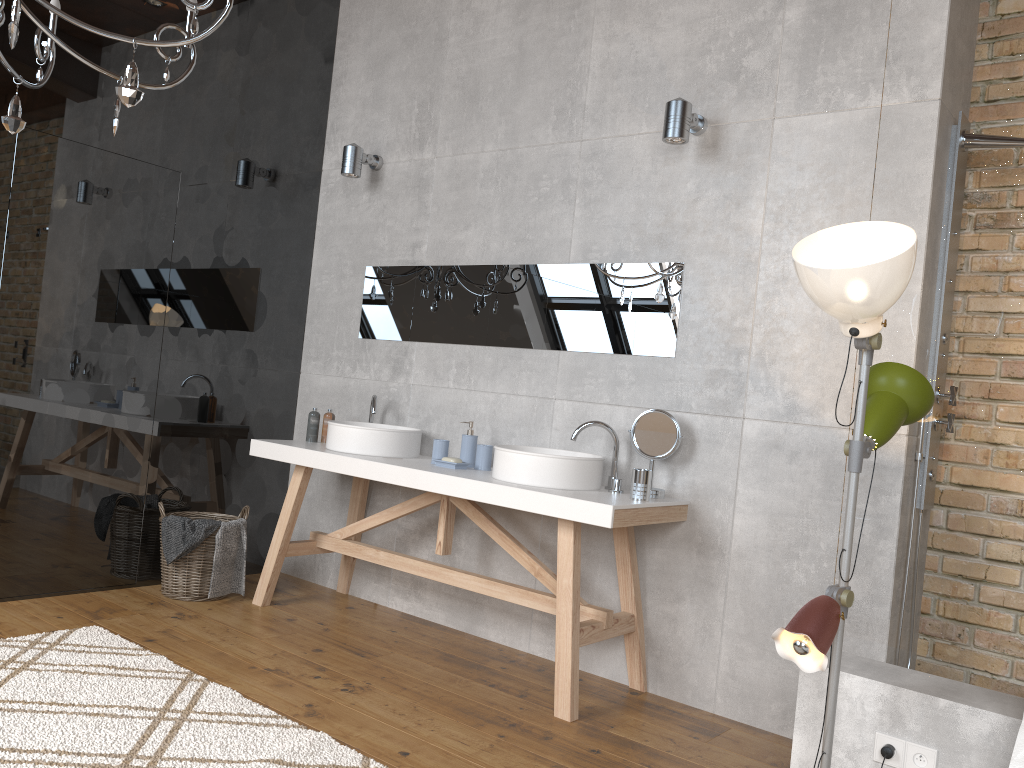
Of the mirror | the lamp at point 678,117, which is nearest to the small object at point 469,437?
the mirror

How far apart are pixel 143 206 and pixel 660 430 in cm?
260

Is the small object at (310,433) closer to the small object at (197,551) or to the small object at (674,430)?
the small object at (197,551)

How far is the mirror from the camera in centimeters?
358cm

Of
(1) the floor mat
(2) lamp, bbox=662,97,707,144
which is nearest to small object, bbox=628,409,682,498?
(2) lamp, bbox=662,97,707,144

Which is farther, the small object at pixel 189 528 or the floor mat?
the small object at pixel 189 528

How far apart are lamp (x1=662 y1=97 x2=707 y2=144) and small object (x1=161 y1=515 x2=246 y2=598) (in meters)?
2.58

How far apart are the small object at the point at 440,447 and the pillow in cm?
249

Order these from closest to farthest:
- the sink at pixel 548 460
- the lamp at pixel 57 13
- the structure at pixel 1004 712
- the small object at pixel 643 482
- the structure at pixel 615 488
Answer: the structure at pixel 1004 712
the lamp at pixel 57 13
the small object at pixel 643 482
the sink at pixel 548 460
the structure at pixel 615 488

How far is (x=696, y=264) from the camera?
3.48m
